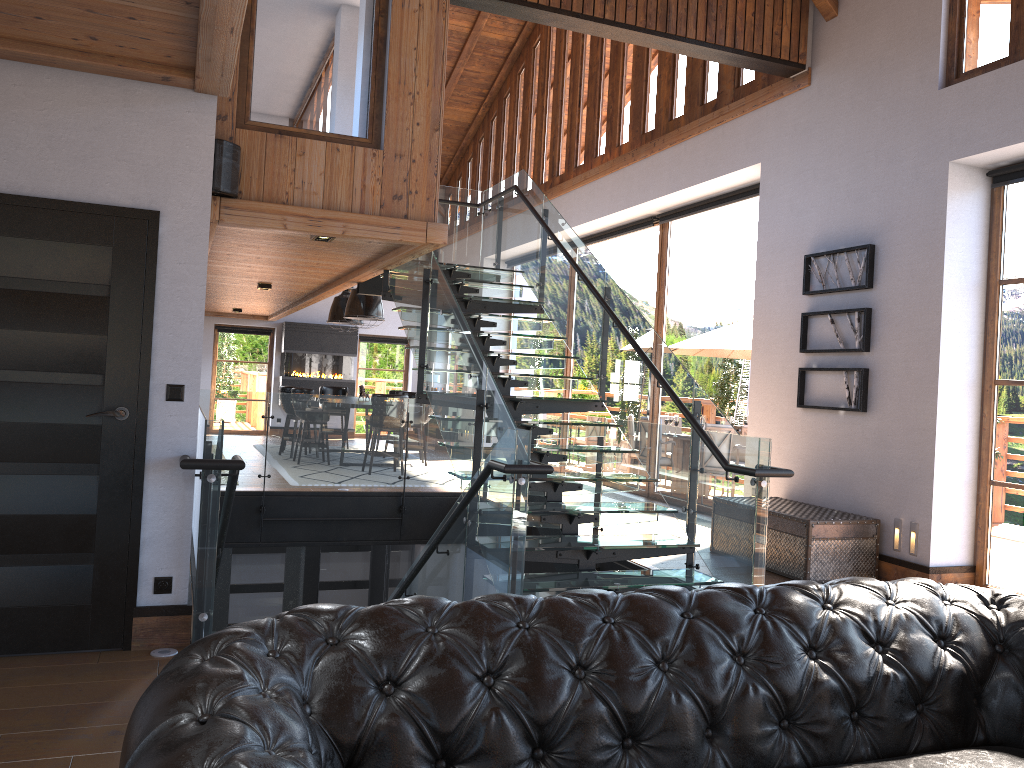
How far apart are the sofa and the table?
3.9 meters

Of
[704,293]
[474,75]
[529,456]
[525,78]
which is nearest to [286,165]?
[529,456]

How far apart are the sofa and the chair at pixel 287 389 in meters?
11.7 m

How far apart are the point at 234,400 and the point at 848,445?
6.3m

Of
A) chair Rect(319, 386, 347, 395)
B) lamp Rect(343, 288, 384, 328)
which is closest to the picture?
lamp Rect(343, 288, 384, 328)

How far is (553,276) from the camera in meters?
8.4 m

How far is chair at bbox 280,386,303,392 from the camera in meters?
13.4 m

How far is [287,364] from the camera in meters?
17.5

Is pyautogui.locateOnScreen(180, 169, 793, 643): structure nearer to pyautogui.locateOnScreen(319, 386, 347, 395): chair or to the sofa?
the sofa

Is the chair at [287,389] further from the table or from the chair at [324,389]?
the table
